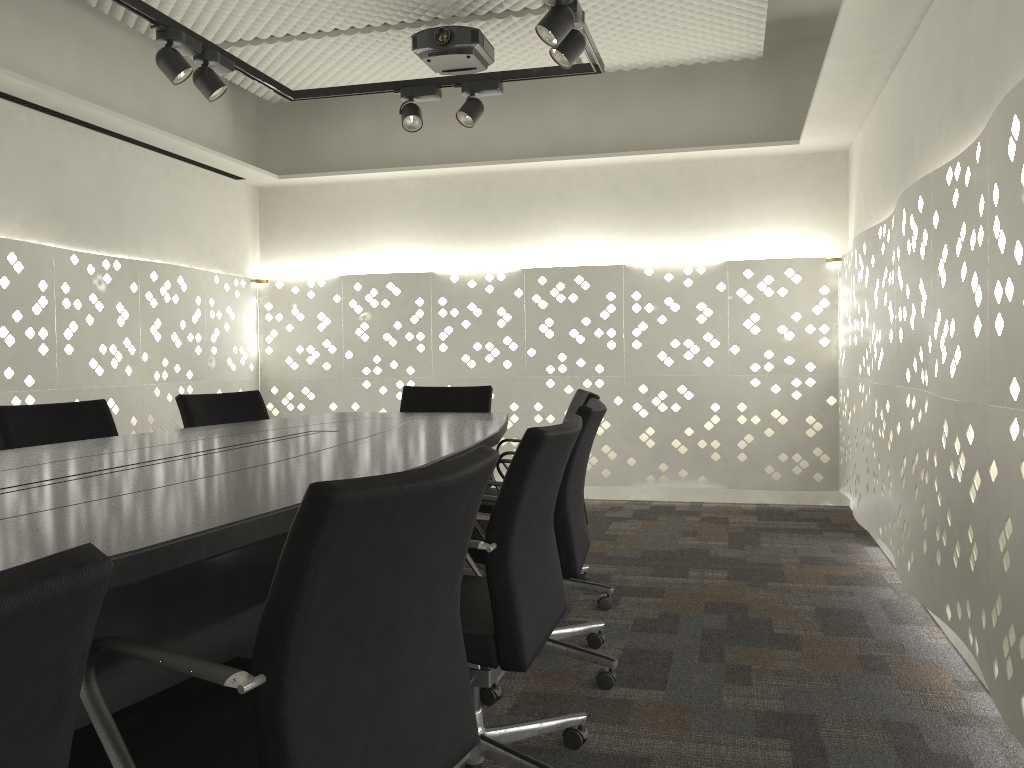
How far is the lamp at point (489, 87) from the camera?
3.8m

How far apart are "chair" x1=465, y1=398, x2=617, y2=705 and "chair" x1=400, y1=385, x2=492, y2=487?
1.2m

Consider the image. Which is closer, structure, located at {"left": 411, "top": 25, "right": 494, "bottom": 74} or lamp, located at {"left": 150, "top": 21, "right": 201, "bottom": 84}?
lamp, located at {"left": 150, "top": 21, "right": 201, "bottom": 84}

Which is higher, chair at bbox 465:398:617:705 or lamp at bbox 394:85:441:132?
lamp at bbox 394:85:441:132

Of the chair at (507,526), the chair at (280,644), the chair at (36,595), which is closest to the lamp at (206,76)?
the chair at (507,526)

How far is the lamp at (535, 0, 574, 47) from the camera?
2.80m

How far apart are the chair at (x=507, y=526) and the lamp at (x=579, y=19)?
1.61m

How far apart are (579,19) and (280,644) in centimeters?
260cm

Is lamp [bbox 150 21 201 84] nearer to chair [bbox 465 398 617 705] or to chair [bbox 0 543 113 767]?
chair [bbox 465 398 617 705]

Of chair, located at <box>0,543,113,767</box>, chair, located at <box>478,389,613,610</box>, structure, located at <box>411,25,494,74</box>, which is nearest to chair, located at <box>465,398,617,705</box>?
chair, located at <box>478,389,613,610</box>
